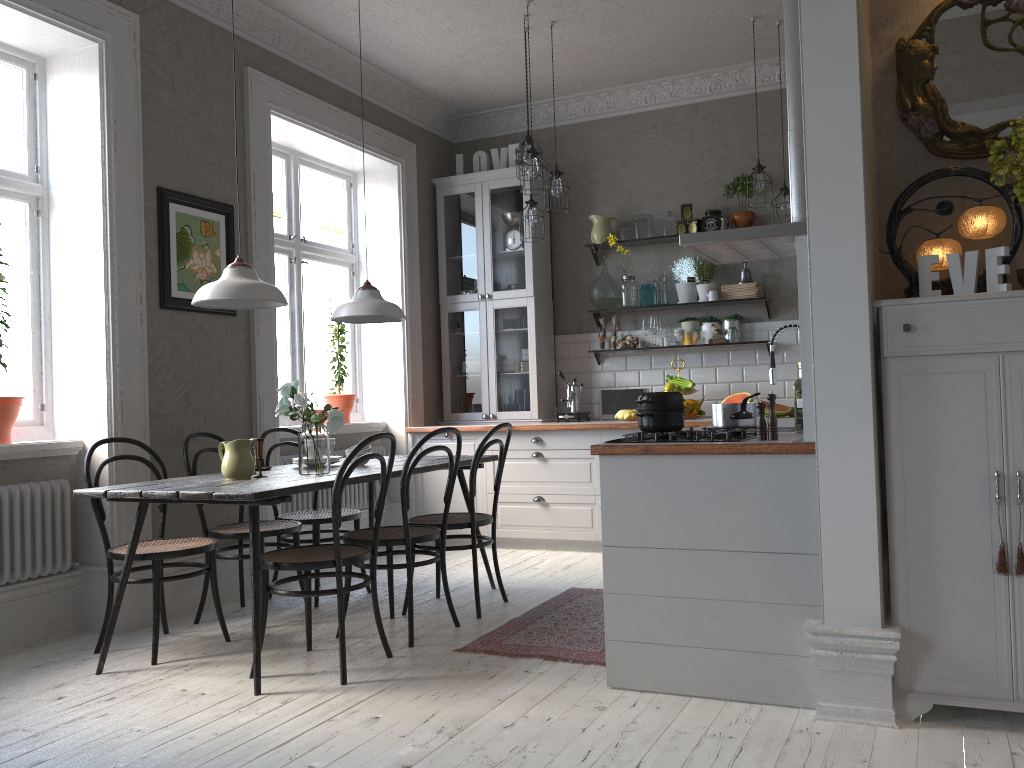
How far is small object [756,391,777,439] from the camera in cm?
299

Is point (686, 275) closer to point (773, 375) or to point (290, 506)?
point (773, 375)

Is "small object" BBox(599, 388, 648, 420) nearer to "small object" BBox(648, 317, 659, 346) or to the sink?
"small object" BBox(648, 317, 659, 346)

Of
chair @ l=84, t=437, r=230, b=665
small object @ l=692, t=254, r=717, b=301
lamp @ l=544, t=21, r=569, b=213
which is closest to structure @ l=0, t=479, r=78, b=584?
chair @ l=84, t=437, r=230, b=665

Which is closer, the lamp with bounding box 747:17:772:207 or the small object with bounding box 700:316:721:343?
the lamp with bounding box 747:17:772:207

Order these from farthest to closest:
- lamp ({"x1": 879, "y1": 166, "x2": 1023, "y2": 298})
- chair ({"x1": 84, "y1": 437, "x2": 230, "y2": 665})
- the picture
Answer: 1. the picture
2. chair ({"x1": 84, "y1": 437, "x2": 230, "y2": 665})
3. lamp ({"x1": 879, "y1": 166, "x2": 1023, "y2": 298})

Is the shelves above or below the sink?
above

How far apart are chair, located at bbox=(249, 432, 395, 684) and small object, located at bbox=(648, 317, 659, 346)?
3.2m

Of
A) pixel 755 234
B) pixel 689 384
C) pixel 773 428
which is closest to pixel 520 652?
pixel 773 428

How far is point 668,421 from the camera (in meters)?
3.18
